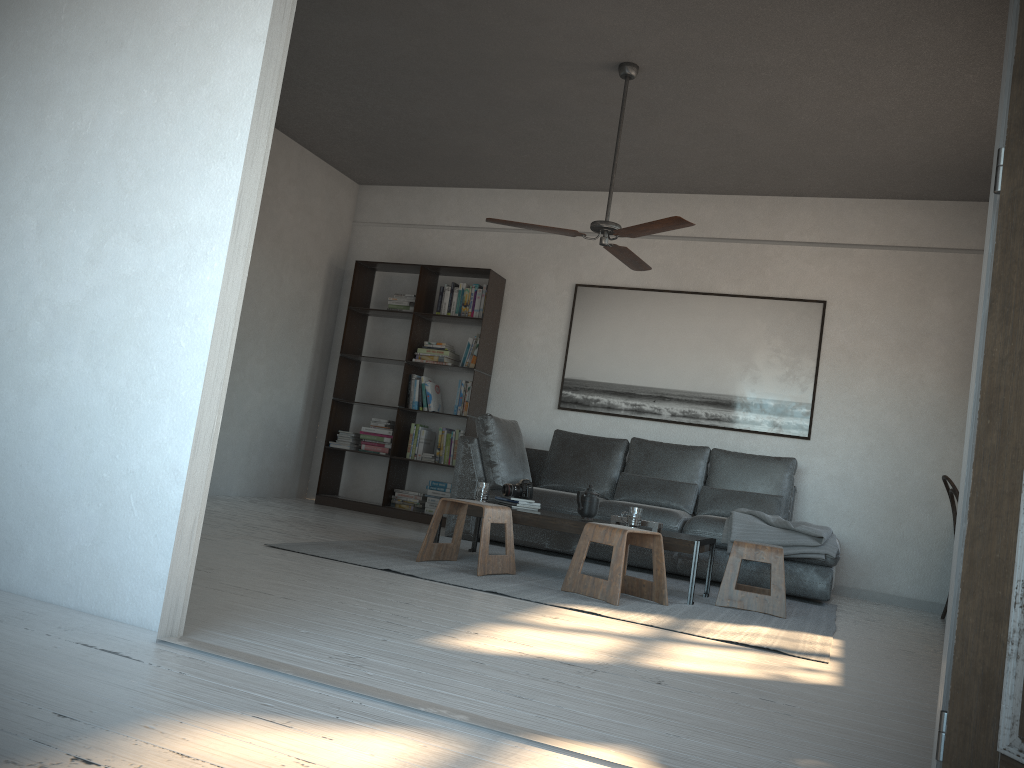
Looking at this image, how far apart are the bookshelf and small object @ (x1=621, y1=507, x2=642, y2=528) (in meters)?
2.67

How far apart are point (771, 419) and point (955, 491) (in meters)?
1.44

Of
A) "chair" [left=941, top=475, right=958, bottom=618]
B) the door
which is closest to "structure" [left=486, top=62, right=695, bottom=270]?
"chair" [left=941, top=475, right=958, bottom=618]

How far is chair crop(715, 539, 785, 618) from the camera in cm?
448

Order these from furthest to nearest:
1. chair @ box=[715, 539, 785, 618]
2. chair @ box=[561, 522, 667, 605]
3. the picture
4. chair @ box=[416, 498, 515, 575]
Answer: the picture < chair @ box=[715, 539, 785, 618] < chair @ box=[416, 498, 515, 575] < chair @ box=[561, 522, 667, 605]

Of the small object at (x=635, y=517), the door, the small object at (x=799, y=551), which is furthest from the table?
the door

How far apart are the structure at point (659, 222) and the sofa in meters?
1.5 m

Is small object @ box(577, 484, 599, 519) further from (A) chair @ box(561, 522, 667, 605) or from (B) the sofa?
(B) the sofa

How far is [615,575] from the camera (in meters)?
4.04

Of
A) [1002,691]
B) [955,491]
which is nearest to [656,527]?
[955,491]
